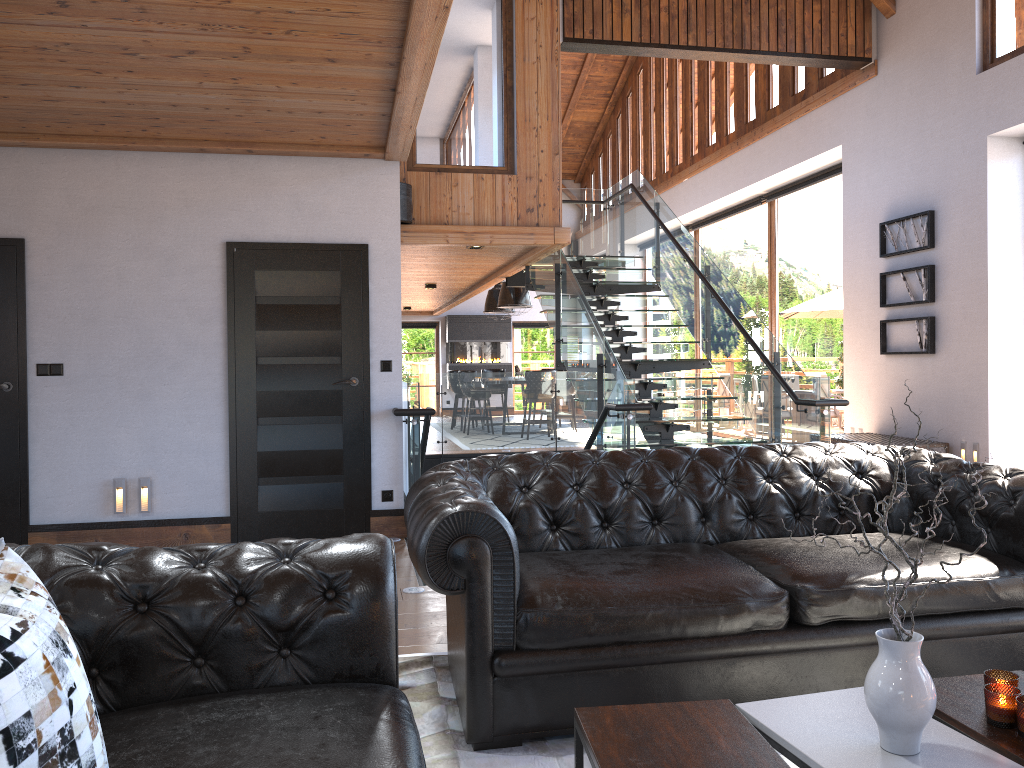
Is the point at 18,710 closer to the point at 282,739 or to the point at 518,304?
the point at 282,739

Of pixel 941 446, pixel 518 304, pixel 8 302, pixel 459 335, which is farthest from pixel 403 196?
pixel 459 335

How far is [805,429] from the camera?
7.0m

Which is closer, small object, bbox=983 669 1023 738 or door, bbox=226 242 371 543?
small object, bbox=983 669 1023 738

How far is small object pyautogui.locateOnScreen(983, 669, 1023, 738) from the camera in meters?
2.0 m

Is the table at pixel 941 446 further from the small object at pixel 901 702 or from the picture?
the small object at pixel 901 702

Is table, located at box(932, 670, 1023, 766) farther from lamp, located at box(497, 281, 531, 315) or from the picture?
lamp, located at box(497, 281, 531, 315)

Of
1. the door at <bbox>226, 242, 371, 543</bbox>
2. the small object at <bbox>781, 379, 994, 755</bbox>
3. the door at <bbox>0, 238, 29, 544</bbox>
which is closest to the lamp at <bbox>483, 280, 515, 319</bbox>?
the door at <bbox>226, 242, 371, 543</bbox>

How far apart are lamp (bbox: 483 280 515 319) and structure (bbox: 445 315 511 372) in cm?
Answer: 297

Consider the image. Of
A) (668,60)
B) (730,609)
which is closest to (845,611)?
(730,609)
